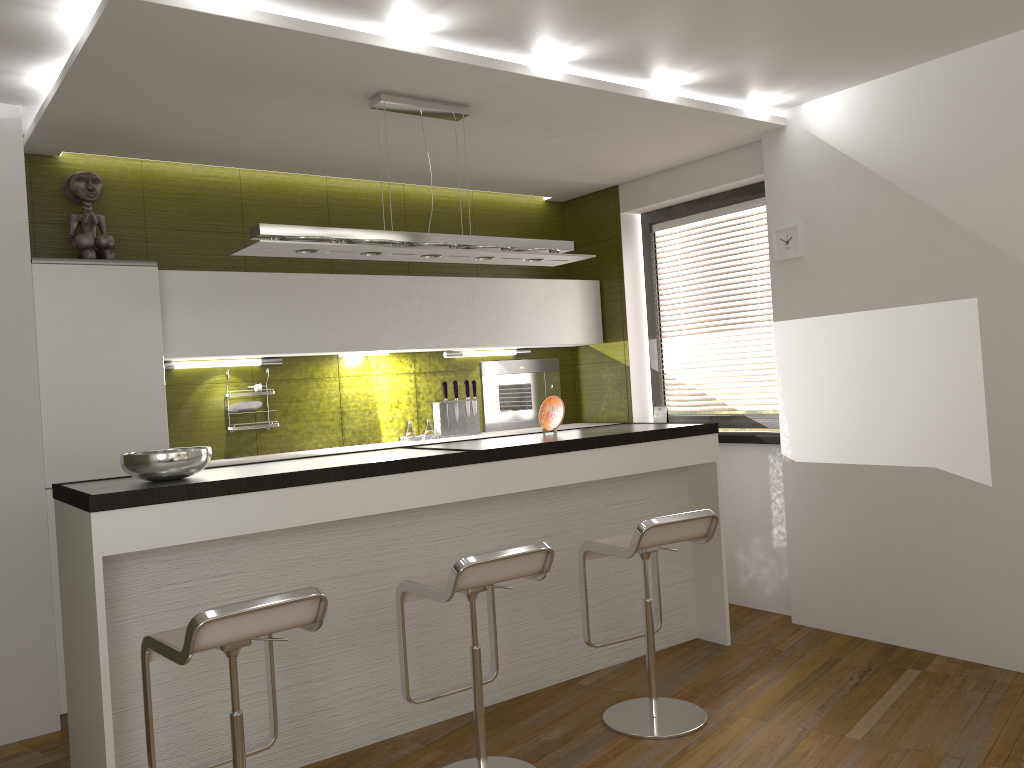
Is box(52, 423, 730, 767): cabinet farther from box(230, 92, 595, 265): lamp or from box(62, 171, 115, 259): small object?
box(62, 171, 115, 259): small object

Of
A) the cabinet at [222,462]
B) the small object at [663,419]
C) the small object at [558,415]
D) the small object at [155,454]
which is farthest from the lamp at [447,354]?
the small object at [155,454]

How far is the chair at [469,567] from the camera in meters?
2.9

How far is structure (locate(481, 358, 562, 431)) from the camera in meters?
5.9 m

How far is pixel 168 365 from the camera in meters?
4.6 m

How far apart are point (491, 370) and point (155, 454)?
3.04m

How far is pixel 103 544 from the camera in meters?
2.8

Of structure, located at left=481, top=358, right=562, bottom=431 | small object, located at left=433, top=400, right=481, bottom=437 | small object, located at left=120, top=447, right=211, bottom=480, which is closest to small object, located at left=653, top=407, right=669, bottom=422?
structure, located at left=481, top=358, right=562, bottom=431

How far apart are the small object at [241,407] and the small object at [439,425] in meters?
1.2

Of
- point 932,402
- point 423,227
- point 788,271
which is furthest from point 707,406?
Answer: point 932,402
